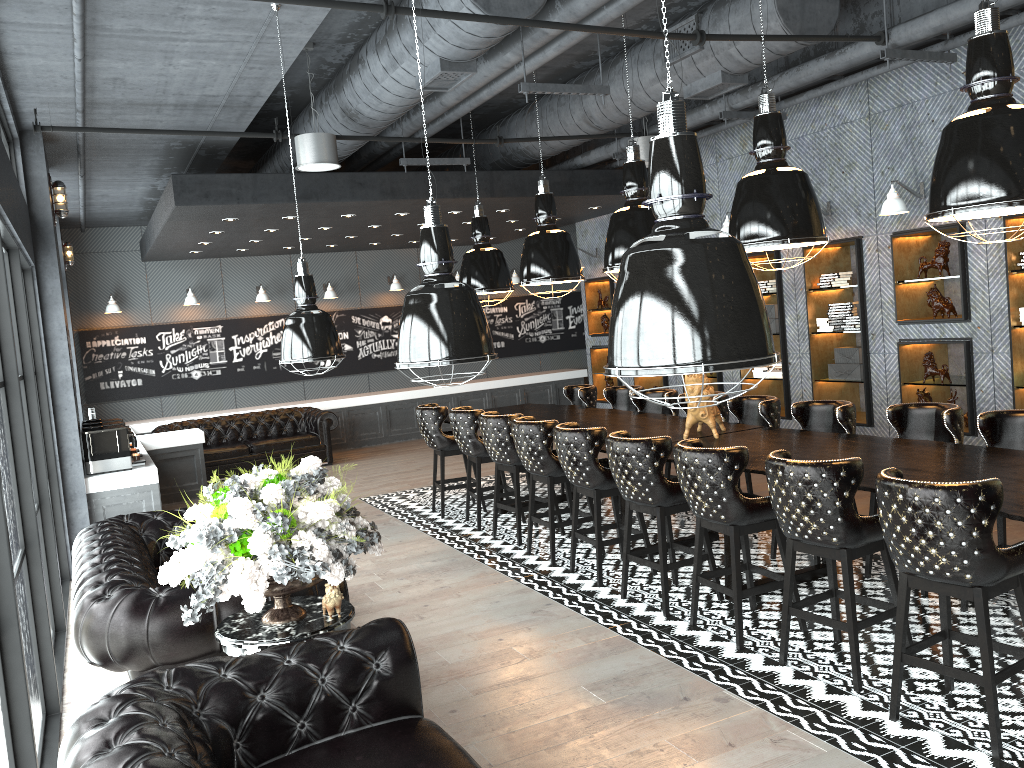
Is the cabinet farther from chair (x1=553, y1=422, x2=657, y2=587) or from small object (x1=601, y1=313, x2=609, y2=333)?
chair (x1=553, y1=422, x2=657, y2=587)

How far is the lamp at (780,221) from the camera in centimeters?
515cm

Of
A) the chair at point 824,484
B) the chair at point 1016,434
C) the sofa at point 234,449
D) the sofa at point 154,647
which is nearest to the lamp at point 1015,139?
the chair at point 824,484

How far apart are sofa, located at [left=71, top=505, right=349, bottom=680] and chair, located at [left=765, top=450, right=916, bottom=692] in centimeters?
213cm

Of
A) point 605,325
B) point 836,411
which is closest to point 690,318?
point 836,411

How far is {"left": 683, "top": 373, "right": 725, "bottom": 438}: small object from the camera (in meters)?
6.18

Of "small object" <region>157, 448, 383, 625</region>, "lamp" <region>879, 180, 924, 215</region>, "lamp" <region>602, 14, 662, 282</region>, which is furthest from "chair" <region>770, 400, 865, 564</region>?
"small object" <region>157, 448, 383, 625</region>

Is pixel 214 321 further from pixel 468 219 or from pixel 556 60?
pixel 556 60

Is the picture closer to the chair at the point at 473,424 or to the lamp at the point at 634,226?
the chair at the point at 473,424

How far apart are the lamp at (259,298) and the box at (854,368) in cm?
885
